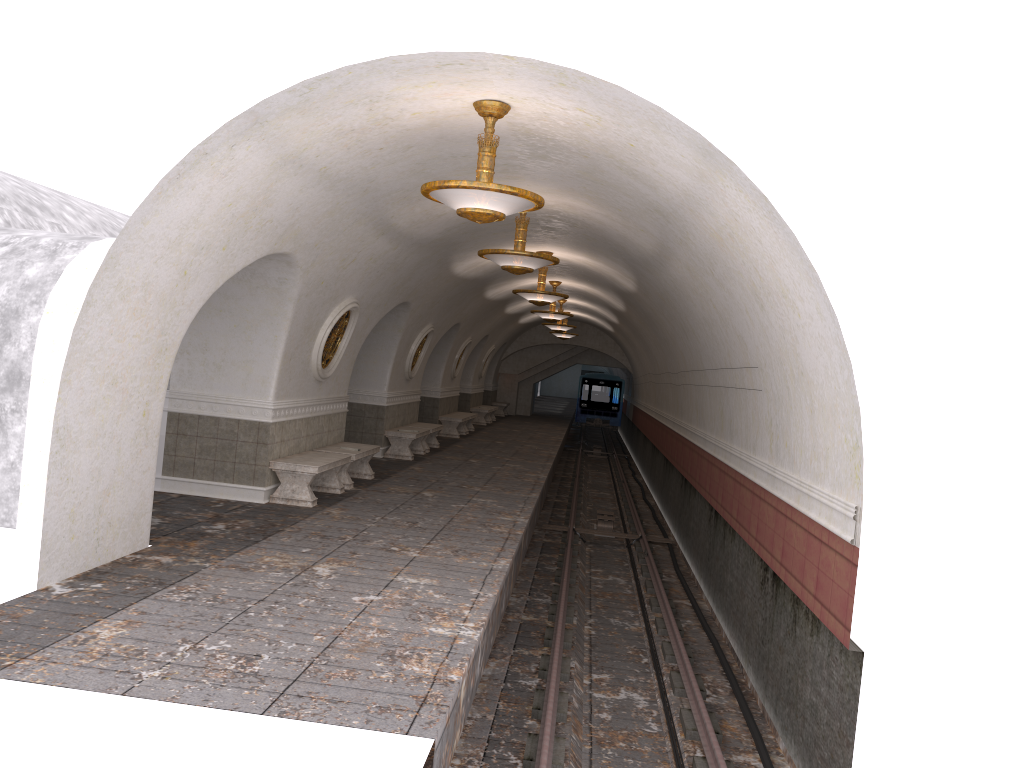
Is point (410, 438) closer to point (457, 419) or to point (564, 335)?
point (457, 419)

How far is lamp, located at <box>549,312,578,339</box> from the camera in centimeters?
2977cm

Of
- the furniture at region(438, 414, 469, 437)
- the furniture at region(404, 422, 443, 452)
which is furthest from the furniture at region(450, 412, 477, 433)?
the furniture at region(404, 422, 443, 452)

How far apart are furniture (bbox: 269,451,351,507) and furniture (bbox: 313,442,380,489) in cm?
36

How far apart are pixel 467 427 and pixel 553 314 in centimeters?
655cm

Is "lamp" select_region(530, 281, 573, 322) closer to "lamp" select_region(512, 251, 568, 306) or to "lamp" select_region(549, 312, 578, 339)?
A: "lamp" select_region(512, 251, 568, 306)

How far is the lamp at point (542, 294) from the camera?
15.3m

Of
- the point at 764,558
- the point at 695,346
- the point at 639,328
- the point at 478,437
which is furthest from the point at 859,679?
the point at 478,437

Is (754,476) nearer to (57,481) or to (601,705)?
(601,705)

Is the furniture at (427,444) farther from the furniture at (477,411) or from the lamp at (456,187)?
the lamp at (456,187)
